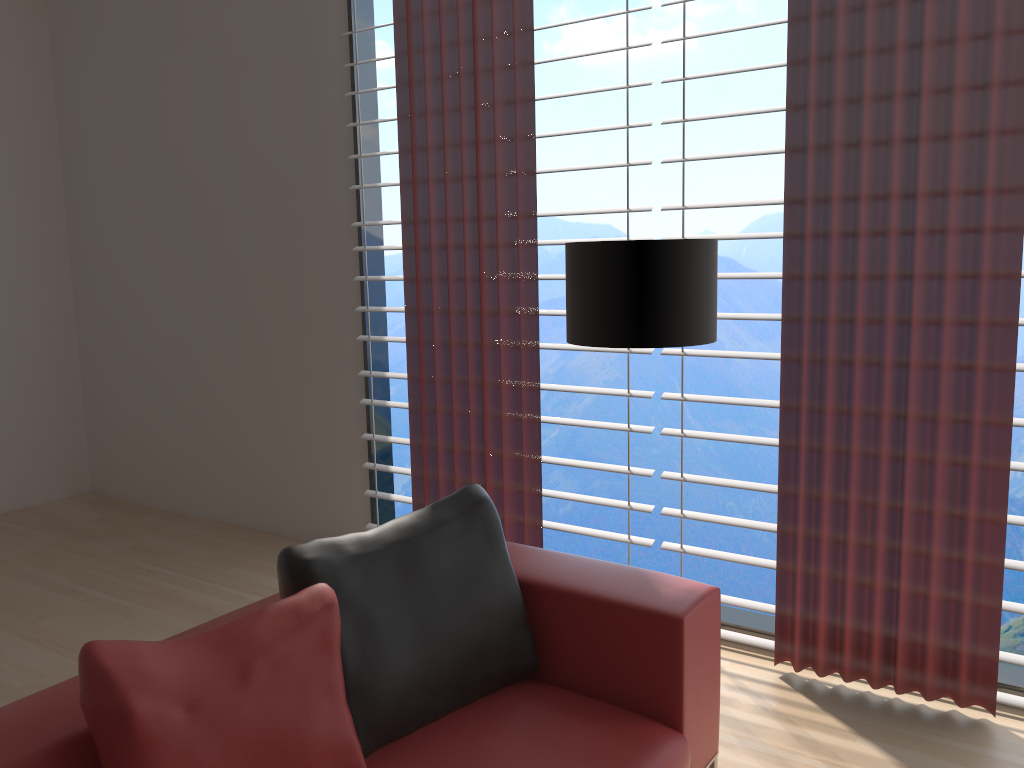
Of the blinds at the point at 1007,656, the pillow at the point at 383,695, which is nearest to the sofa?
the pillow at the point at 383,695

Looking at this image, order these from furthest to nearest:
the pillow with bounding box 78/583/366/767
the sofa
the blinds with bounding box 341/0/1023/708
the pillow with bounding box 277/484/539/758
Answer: the blinds with bounding box 341/0/1023/708 < the pillow with bounding box 277/484/539/758 < the sofa < the pillow with bounding box 78/583/366/767

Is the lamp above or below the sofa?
above

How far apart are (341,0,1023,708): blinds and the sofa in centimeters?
123cm

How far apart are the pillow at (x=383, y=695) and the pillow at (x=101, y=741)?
0.1m

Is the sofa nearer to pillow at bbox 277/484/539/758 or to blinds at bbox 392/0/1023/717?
pillow at bbox 277/484/539/758

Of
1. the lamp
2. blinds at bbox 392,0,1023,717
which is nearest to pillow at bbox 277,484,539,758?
the lamp

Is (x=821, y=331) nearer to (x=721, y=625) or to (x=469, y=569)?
(x=721, y=625)

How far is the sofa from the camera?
2.23m

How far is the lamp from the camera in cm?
309
